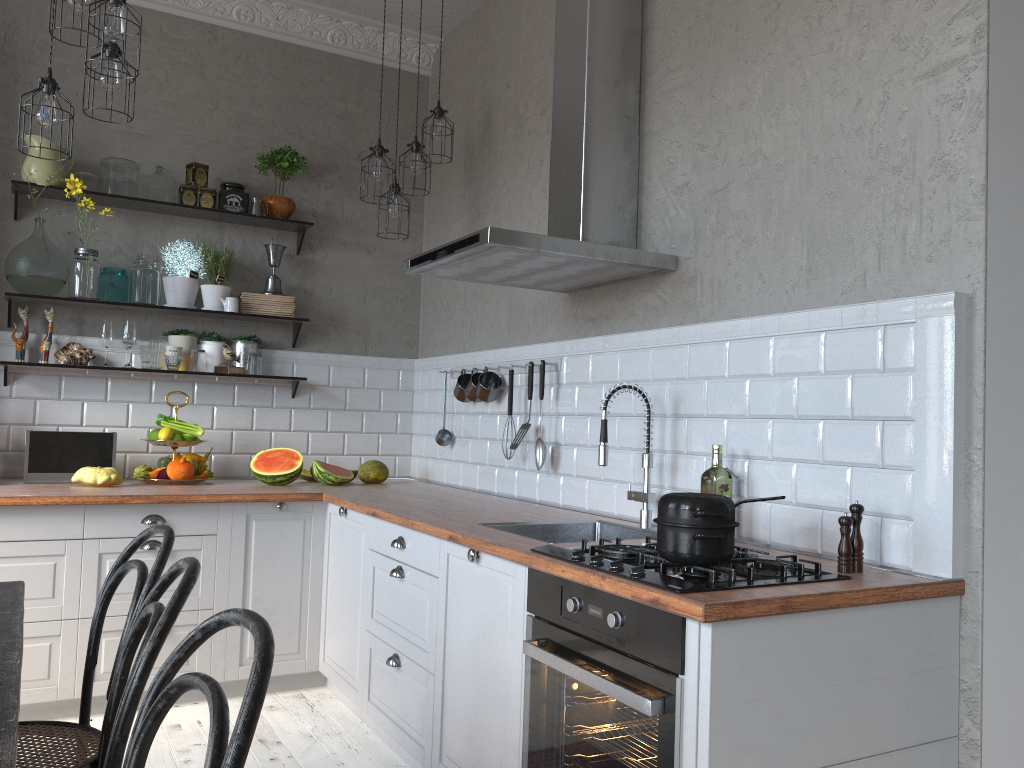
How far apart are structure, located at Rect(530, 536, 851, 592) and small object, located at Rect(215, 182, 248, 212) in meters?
2.9

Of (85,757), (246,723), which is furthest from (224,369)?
(246,723)

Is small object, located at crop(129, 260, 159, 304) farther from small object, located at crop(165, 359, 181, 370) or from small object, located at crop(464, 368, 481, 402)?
small object, located at crop(464, 368, 481, 402)

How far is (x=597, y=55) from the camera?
3.1m

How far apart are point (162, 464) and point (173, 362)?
0.5 meters

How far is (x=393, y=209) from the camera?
4.1m

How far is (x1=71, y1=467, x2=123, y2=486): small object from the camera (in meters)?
3.73

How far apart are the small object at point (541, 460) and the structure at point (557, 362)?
0.2 meters

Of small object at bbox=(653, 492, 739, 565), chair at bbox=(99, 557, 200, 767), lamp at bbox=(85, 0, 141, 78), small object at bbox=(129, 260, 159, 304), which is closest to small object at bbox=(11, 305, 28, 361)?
small object at bbox=(129, 260, 159, 304)

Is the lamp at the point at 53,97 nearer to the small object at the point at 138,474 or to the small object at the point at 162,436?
the small object at the point at 162,436
